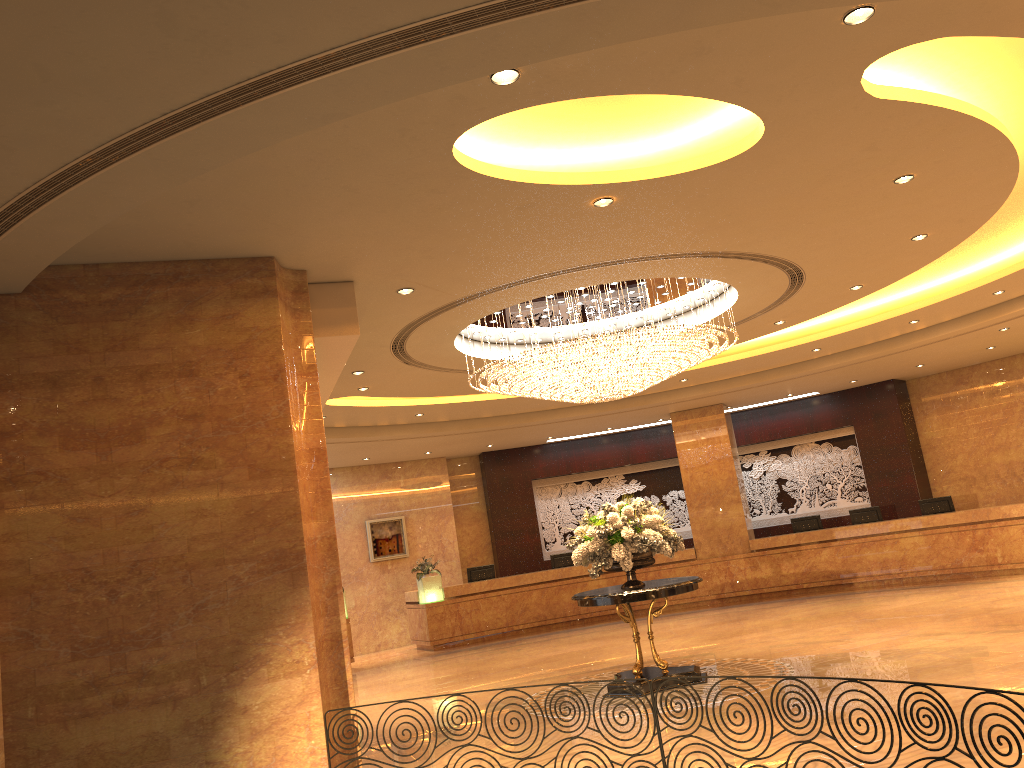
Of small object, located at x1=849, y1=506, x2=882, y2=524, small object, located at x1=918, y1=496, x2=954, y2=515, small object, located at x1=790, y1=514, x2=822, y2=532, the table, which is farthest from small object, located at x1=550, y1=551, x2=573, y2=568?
the table

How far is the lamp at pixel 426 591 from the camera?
17.3m

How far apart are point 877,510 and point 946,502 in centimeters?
127cm

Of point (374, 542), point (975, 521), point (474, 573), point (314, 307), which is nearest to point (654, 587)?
point (314, 307)

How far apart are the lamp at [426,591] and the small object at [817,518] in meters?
7.3

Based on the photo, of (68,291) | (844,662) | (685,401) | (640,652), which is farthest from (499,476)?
(68,291)

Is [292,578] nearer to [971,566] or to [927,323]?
[927,323]

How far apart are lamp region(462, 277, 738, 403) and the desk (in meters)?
7.16

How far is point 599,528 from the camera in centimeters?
960cm

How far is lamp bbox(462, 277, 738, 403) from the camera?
9.5 meters
